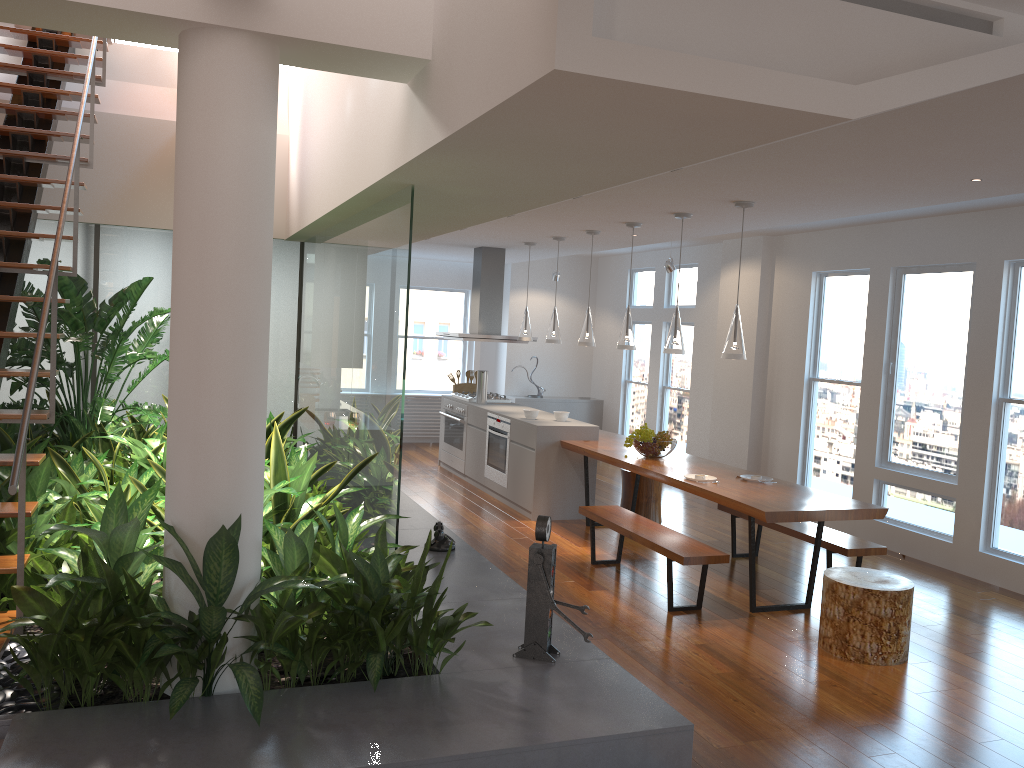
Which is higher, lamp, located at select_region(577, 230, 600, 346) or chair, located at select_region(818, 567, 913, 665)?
lamp, located at select_region(577, 230, 600, 346)

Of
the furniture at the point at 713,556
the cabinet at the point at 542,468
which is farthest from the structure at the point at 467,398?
the furniture at the point at 713,556

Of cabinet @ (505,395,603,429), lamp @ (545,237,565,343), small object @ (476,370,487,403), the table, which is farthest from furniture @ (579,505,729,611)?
cabinet @ (505,395,603,429)

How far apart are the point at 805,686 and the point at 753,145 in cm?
278

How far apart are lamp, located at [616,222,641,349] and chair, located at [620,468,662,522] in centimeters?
141cm

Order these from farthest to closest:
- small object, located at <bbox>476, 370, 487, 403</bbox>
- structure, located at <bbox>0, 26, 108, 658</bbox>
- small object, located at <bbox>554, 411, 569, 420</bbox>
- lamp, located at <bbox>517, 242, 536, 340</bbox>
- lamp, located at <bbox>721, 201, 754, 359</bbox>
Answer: small object, located at <bbox>476, 370, 487, 403</bbox> → lamp, located at <bbox>517, 242, 536, 340</bbox> → small object, located at <bbox>554, 411, 569, 420</bbox> → lamp, located at <bbox>721, 201, 754, 359</bbox> → structure, located at <bbox>0, 26, 108, 658</bbox>

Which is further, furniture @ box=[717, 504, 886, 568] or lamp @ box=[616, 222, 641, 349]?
lamp @ box=[616, 222, 641, 349]

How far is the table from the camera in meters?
5.1

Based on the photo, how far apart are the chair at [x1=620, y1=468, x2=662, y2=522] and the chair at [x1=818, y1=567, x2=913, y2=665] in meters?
2.9 m

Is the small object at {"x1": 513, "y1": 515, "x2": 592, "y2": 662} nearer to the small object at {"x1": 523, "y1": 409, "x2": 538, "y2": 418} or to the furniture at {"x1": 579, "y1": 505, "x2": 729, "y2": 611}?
the furniture at {"x1": 579, "y1": 505, "x2": 729, "y2": 611}
